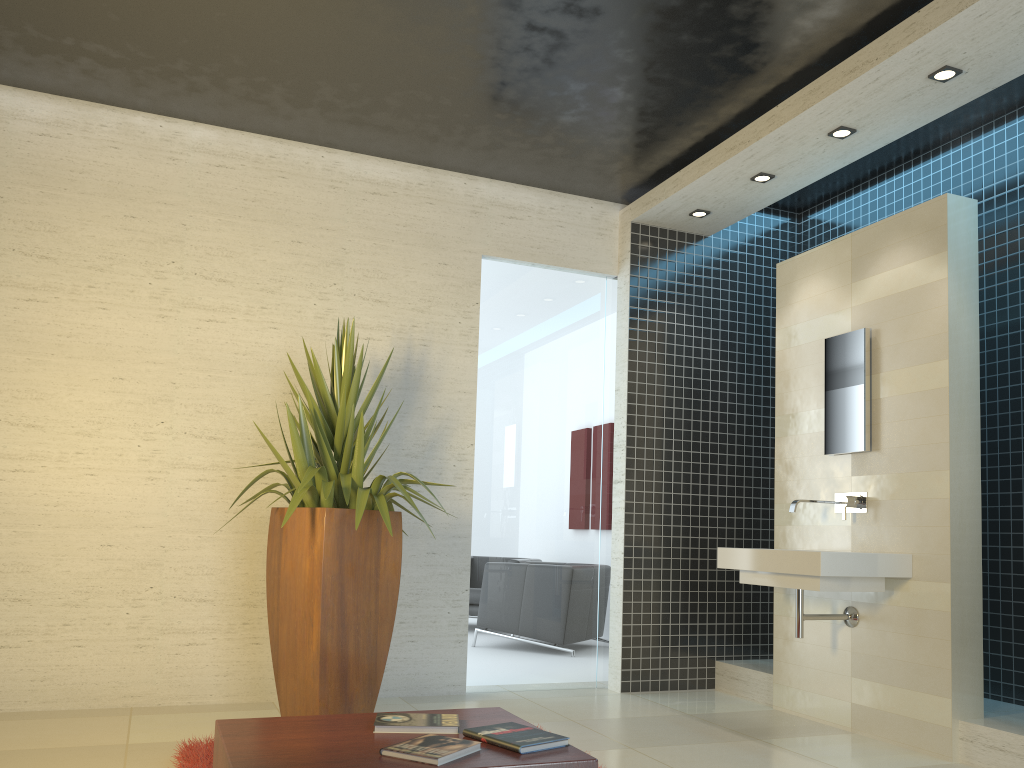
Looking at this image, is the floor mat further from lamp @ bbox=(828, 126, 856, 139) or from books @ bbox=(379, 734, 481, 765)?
lamp @ bbox=(828, 126, 856, 139)

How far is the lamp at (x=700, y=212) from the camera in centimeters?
587cm

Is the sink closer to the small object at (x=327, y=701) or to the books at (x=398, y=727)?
the small object at (x=327, y=701)

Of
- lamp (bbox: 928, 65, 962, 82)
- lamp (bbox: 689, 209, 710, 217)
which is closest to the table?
lamp (bbox: 928, 65, 962, 82)

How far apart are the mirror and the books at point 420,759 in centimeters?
330cm

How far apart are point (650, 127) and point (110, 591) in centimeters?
396cm

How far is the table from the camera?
2.0 meters

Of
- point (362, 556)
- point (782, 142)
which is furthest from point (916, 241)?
point (362, 556)

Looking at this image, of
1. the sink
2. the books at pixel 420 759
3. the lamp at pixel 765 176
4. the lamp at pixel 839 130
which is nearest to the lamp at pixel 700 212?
the lamp at pixel 765 176

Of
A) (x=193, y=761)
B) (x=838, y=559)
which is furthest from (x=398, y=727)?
(x=838, y=559)
